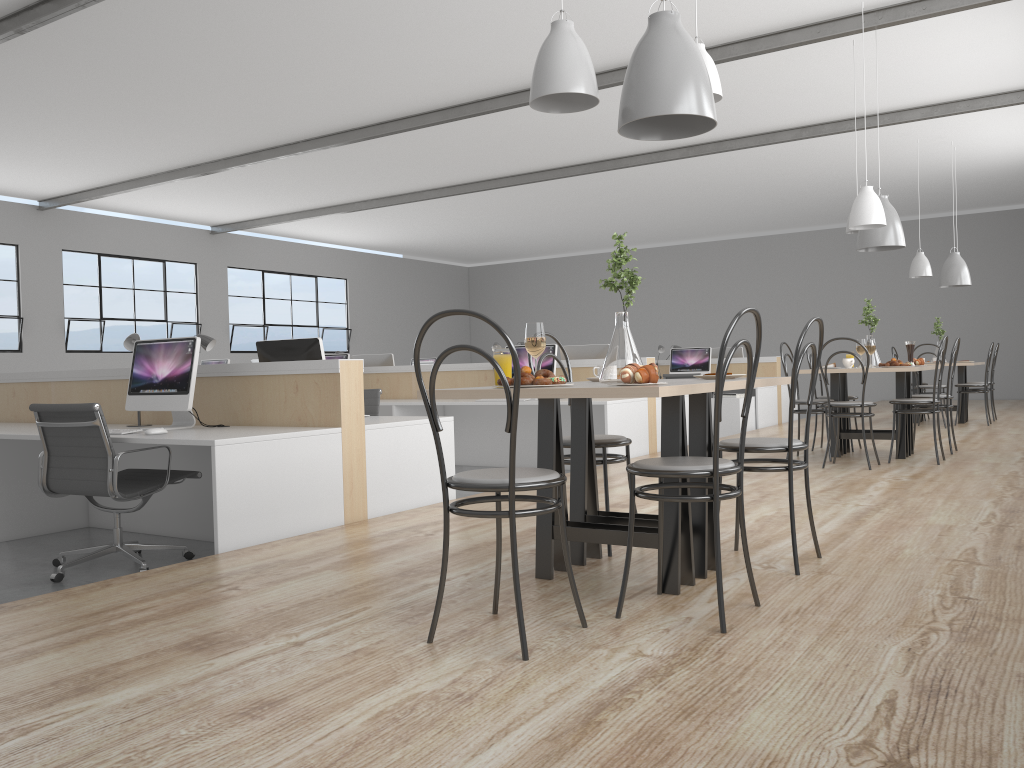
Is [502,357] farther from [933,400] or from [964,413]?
[964,413]

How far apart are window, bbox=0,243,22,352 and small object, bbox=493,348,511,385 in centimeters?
866cm

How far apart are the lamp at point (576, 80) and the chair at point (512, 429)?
0.85m

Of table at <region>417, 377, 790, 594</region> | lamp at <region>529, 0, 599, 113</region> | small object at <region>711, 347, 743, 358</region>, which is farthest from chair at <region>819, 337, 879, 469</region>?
small object at <region>711, 347, 743, 358</region>

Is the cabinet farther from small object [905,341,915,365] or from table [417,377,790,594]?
table [417,377,790,594]

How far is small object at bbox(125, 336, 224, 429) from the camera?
3.5m

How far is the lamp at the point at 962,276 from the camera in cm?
776

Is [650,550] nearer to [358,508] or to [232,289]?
[358,508]

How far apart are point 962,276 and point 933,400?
3.58m

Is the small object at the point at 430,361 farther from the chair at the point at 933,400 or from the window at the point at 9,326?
the chair at the point at 933,400
